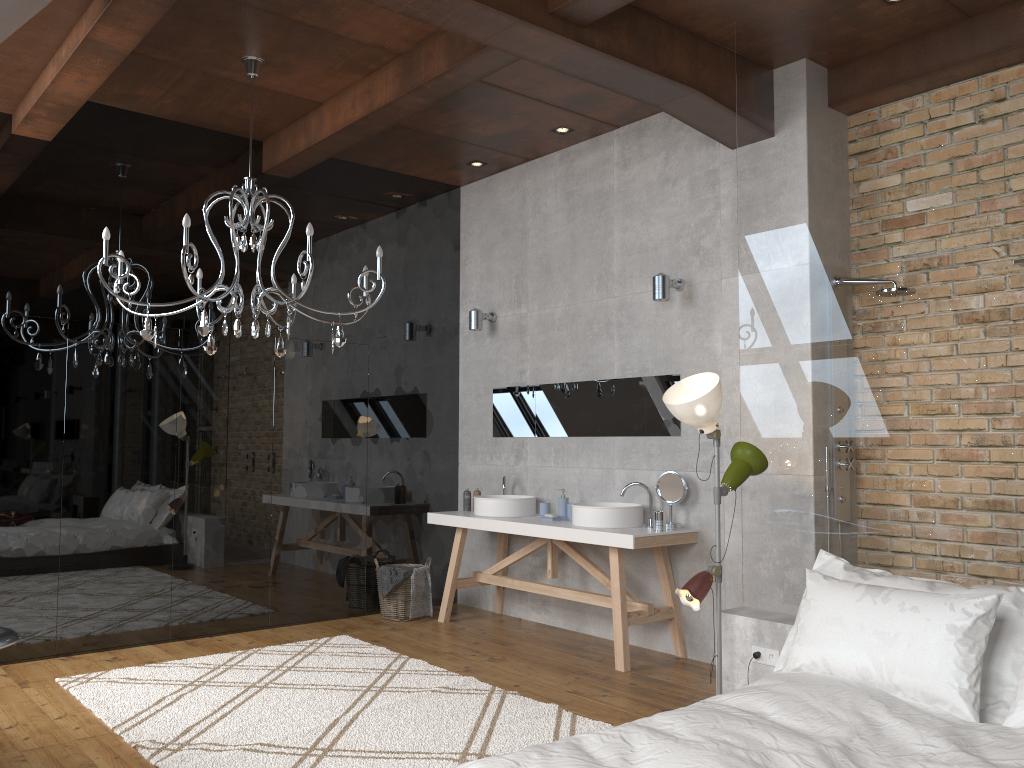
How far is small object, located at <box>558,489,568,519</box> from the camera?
5.9 meters

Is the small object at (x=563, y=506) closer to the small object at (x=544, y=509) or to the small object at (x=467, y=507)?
the small object at (x=544, y=509)

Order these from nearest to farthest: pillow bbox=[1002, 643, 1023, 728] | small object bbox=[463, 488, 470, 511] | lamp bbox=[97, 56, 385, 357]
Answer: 1. pillow bbox=[1002, 643, 1023, 728]
2. lamp bbox=[97, 56, 385, 357]
3. small object bbox=[463, 488, 470, 511]

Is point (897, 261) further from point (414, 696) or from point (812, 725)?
point (414, 696)

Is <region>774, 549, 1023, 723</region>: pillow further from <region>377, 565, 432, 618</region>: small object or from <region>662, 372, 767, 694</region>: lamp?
<region>377, 565, 432, 618</region>: small object

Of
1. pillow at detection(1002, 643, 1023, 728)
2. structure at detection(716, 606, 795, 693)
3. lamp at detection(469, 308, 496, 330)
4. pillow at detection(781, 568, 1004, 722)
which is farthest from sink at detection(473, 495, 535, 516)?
pillow at detection(1002, 643, 1023, 728)

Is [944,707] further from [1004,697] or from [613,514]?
[613,514]

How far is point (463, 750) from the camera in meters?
3.6

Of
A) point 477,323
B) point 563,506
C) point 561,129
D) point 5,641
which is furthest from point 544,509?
point 5,641

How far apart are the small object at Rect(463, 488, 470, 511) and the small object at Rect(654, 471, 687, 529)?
1.73m
